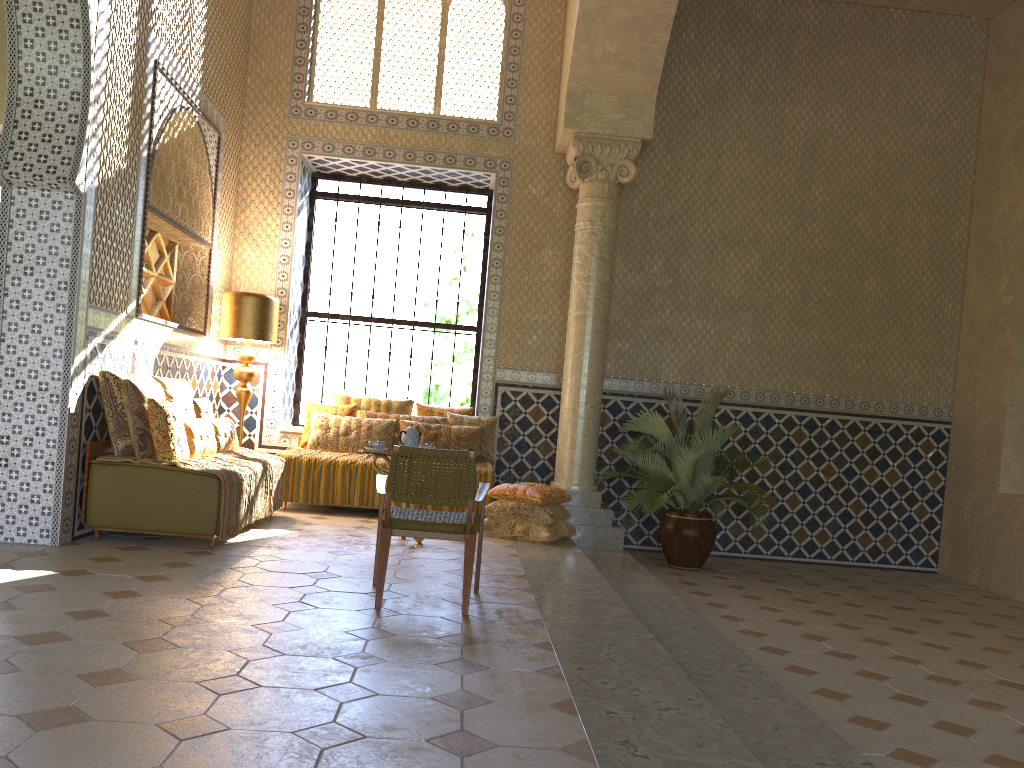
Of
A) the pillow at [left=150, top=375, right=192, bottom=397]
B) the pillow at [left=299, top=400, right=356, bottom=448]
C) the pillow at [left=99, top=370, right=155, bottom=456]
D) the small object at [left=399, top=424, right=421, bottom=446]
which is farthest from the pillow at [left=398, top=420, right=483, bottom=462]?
the pillow at [left=99, top=370, right=155, bottom=456]

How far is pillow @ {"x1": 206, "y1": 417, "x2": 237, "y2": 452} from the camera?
9.95m

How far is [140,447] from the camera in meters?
8.3 m

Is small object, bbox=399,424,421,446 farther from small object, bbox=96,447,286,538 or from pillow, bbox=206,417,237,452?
pillow, bbox=206,417,237,452

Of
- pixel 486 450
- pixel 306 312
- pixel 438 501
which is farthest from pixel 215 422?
pixel 438 501

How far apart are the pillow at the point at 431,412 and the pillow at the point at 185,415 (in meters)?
3.82

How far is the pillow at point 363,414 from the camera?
12.40m

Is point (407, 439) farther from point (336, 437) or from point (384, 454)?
point (336, 437)

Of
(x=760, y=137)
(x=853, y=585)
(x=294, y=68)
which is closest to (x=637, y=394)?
(x=853, y=585)

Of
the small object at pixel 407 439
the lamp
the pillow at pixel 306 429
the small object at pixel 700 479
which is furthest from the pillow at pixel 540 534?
the lamp
